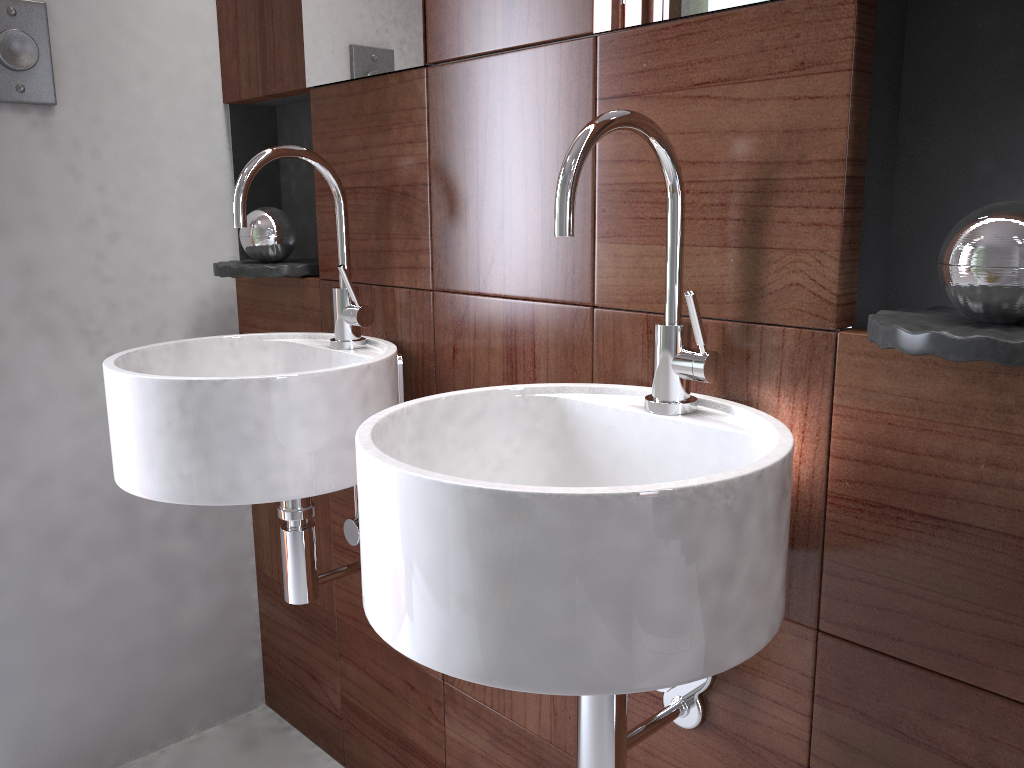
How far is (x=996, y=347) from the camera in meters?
0.7

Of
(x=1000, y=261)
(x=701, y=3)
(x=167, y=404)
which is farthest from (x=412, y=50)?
(x=1000, y=261)

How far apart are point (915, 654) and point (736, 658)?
0.2m

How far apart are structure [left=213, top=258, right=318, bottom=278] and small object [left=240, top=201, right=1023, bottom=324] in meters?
0.0 m

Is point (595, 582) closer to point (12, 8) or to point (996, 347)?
point (996, 347)

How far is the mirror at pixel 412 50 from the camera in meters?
1.3

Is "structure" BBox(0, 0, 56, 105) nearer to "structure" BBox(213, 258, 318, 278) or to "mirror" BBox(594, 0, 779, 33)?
"structure" BBox(213, 258, 318, 278)

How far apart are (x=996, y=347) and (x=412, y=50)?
0.9m

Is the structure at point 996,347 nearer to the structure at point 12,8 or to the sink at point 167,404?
the sink at point 167,404

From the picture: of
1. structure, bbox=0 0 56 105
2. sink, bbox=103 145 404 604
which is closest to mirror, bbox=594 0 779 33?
sink, bbox=103 145 404 604
